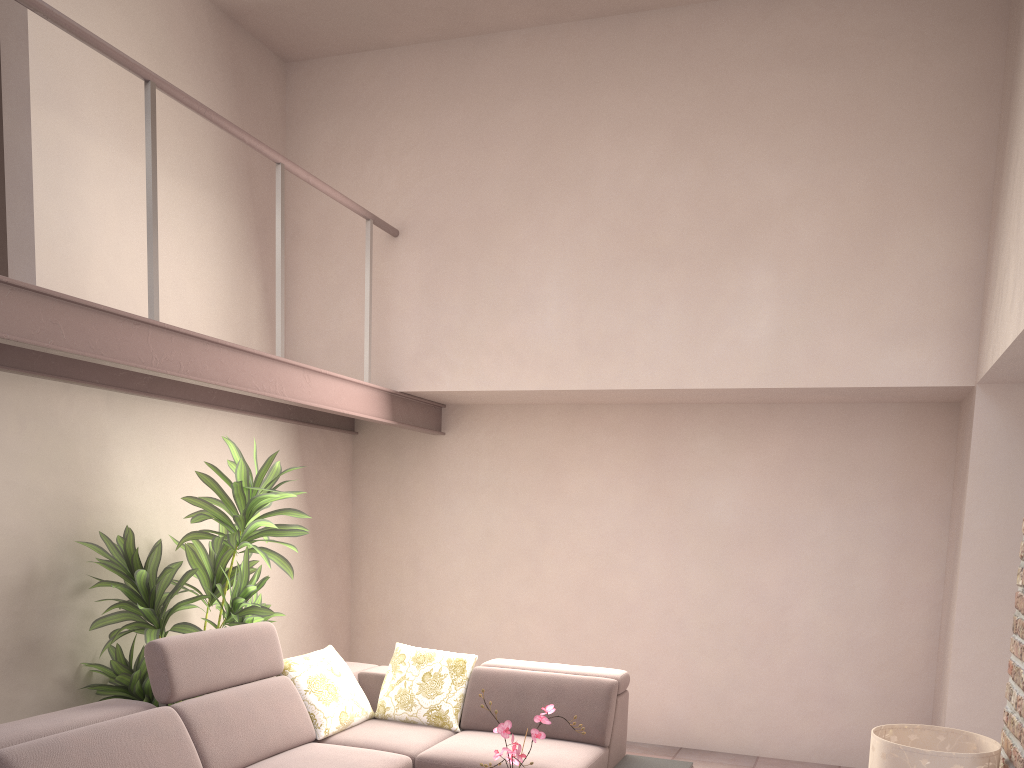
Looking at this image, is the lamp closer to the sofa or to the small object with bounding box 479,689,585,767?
the small object with bounding box 479,689,585,767

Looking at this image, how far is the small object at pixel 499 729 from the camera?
3.0 meters

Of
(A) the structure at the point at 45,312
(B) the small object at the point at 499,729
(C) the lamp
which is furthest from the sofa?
(C) the lamp

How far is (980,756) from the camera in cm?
273

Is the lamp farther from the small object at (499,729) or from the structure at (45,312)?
the structure at (45,312)

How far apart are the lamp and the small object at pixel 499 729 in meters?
1.1

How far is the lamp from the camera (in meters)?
2.73

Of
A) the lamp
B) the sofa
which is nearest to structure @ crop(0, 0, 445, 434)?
the sofa

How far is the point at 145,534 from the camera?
4.66m

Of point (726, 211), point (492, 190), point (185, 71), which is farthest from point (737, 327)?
point (185, 71)
